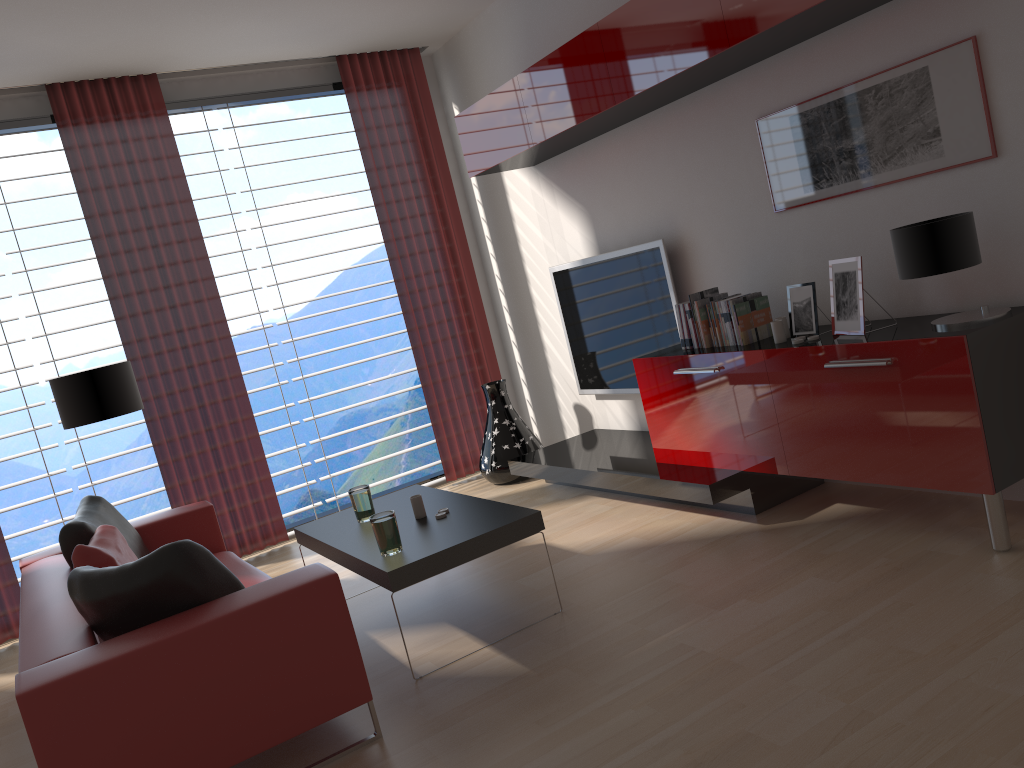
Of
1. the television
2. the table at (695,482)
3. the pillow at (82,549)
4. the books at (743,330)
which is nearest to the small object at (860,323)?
the books at (743,330)

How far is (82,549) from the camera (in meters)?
4.75

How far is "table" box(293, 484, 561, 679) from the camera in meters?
4.5 m

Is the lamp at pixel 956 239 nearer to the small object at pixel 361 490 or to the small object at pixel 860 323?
the small object at pixel 860 323

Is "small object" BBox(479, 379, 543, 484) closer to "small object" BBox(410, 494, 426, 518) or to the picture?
"small object" BBox(410, 494, 426, 518)

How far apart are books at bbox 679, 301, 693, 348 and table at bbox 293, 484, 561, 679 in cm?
184

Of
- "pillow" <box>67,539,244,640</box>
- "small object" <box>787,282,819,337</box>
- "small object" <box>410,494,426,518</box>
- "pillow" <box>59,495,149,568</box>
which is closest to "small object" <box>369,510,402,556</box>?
"small object" <box>410,494,426,518</box>

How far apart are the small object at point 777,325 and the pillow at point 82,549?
4.0 meters

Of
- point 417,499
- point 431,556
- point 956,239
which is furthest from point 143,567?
point 956,239

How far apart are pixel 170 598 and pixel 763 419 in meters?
3.4 m
